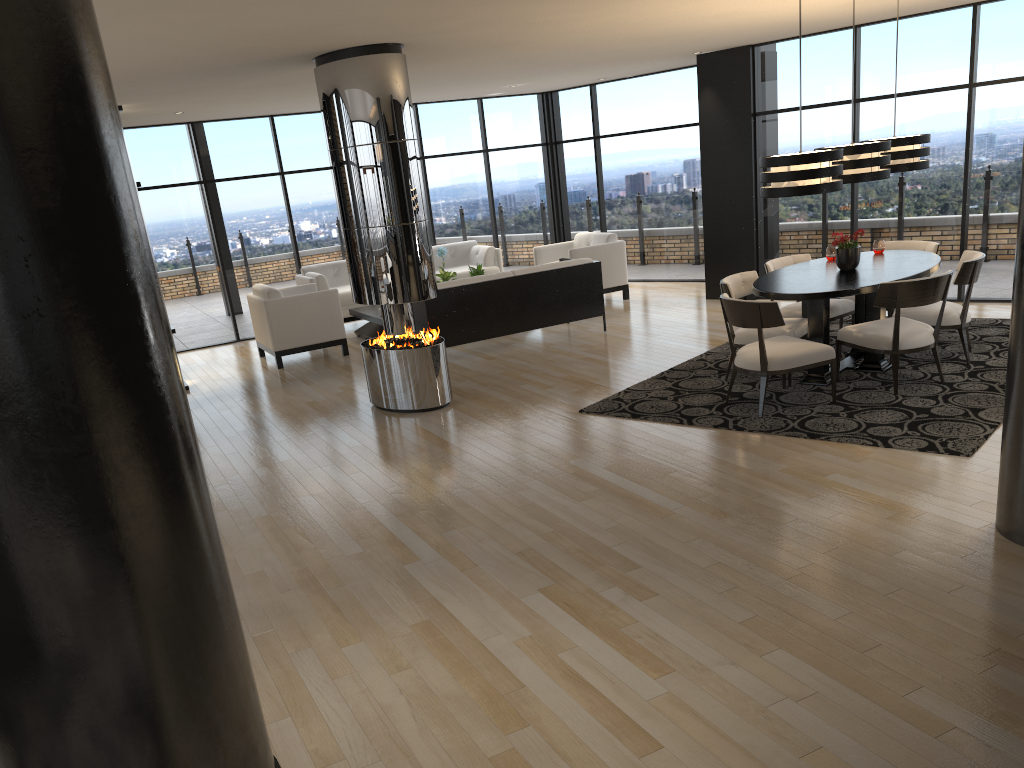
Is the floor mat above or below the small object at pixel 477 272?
below

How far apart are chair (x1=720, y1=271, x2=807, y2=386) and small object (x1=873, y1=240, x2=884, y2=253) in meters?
1.2

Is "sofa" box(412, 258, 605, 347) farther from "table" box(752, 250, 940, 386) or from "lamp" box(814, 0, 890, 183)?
"lamp" box(814, 0, 890, 183)

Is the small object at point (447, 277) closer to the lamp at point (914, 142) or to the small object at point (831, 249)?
the small object at point (831, 249)

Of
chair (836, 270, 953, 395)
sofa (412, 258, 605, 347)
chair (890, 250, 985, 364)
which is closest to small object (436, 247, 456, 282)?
sofa (412, 258, 605, 347)

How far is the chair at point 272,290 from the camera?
9.6 meters

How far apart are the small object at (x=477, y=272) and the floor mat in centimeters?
384cm

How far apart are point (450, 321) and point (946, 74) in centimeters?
545cm

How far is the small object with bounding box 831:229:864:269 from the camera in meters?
6.8

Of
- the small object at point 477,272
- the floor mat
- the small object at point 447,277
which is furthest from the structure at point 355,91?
the small object at point 477,272
